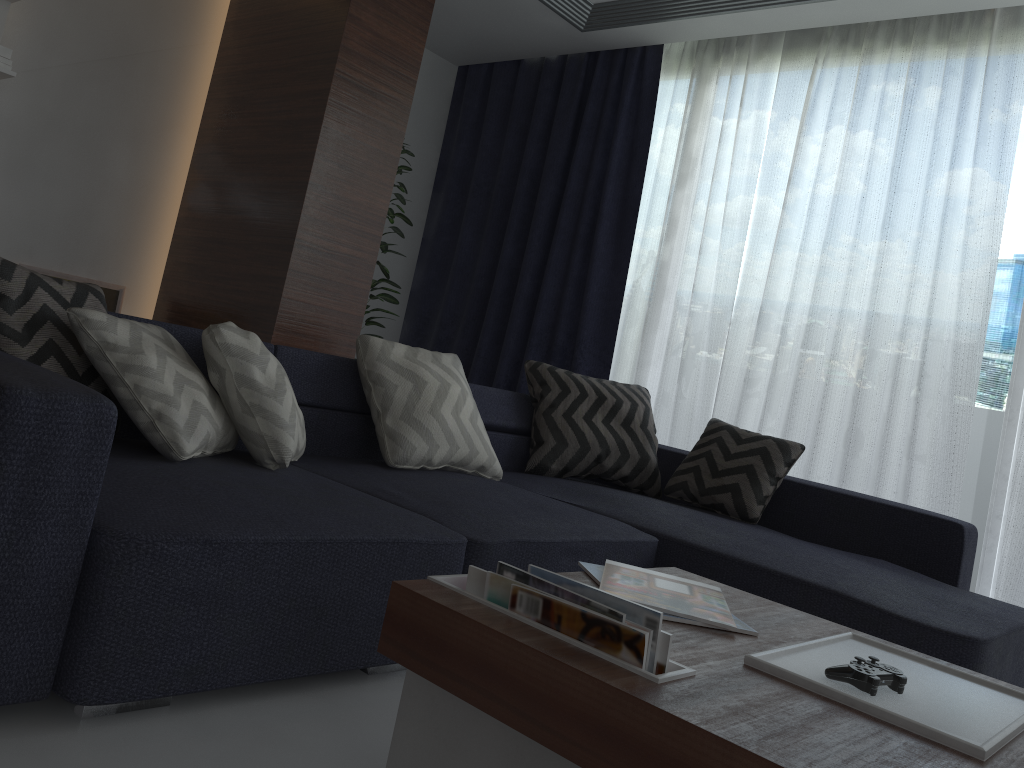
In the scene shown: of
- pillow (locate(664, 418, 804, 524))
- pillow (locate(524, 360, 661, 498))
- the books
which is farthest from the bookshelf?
the books

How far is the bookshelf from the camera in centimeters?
356cm

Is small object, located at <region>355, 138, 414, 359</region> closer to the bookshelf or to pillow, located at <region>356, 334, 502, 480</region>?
pillow, located at <region>356, 334, 502, 480</region>

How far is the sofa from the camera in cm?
135

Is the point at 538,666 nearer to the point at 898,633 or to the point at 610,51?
the point at 898,633

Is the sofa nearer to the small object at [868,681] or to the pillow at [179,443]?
the pillow at [179,443]

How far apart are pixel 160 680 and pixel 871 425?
3.16m

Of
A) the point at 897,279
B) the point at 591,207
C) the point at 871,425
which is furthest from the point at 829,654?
the point at 591,207

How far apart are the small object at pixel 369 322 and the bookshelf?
1.8 meters

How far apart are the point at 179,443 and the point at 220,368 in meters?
0.3
